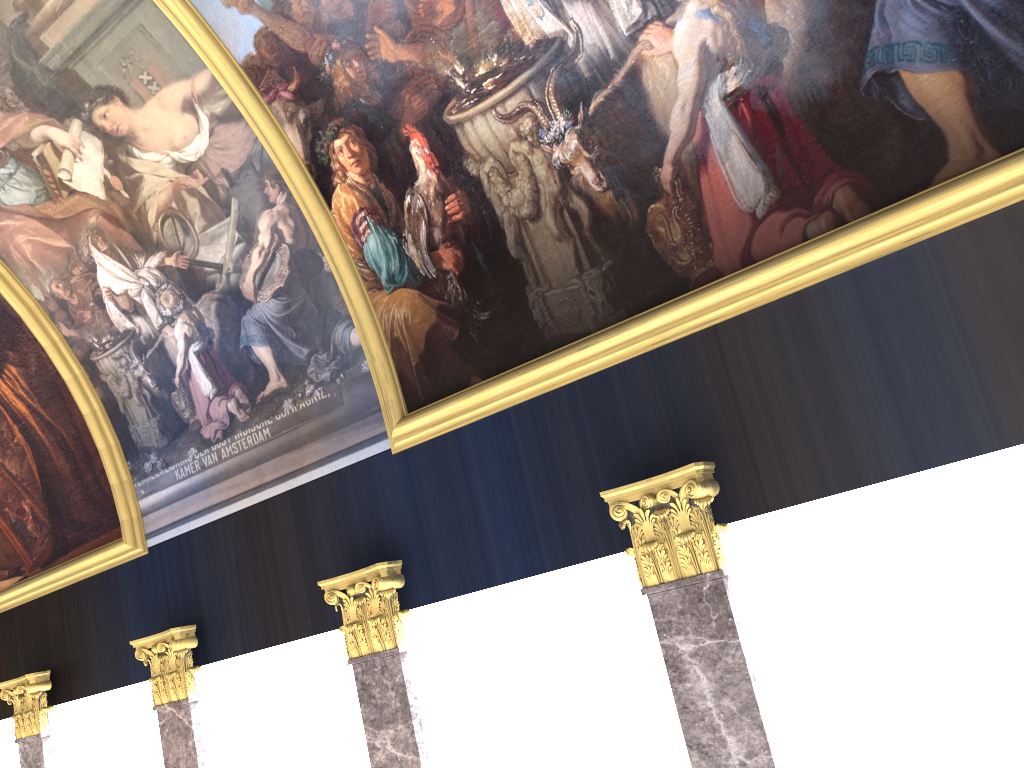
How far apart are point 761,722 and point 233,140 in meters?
7.3 m

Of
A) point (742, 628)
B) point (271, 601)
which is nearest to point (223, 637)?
point (271, 601)
